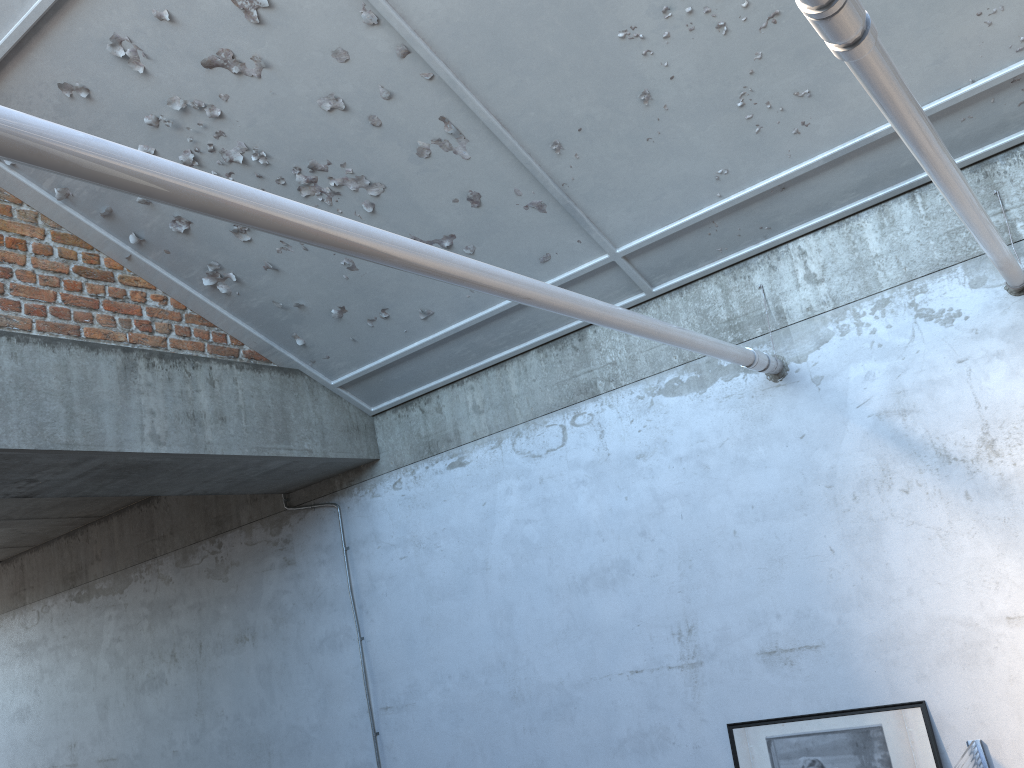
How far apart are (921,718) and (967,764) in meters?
0.4

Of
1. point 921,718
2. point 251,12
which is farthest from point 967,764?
point 251,12

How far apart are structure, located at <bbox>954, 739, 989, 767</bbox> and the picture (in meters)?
0.16

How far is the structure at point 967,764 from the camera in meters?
4.1

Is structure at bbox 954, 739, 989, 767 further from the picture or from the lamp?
the lamp

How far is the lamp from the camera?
4.17m

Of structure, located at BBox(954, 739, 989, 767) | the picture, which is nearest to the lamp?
the picture

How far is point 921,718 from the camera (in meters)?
4.49

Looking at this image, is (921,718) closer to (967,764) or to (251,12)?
(967,764)

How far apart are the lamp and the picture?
4.23m
